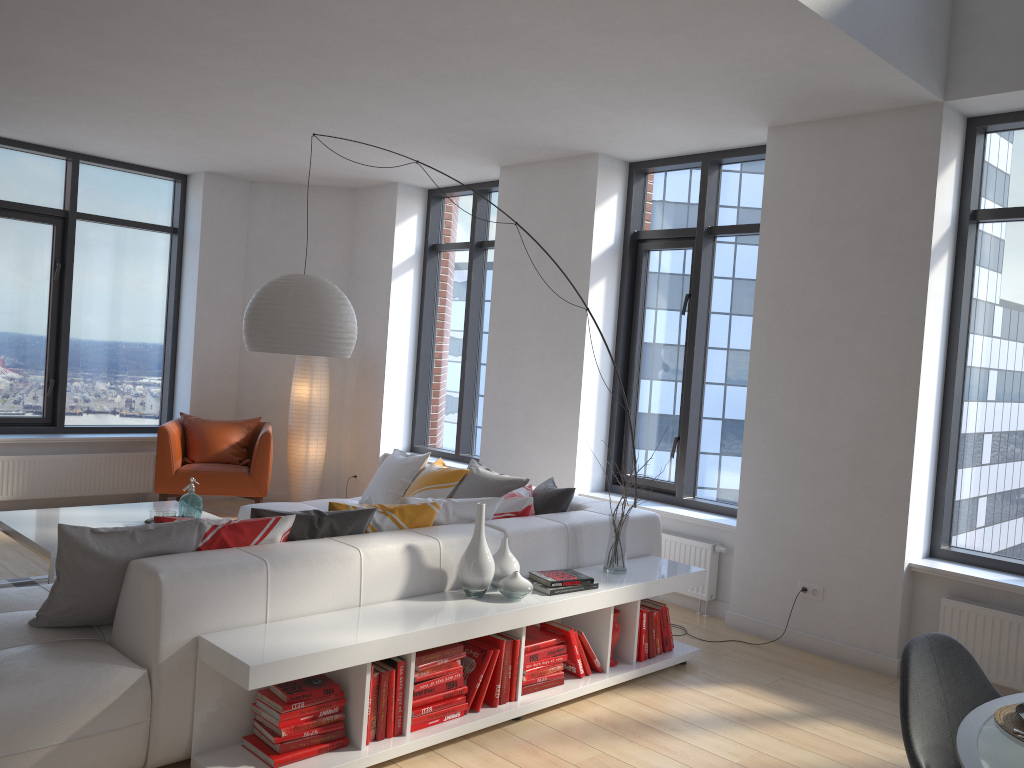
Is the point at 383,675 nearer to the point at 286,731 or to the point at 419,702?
the point at 419,702

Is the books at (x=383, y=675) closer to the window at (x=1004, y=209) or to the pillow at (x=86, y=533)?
the pillow at (x=86, y=533)

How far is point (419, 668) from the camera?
3.37m

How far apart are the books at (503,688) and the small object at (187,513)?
2.2m

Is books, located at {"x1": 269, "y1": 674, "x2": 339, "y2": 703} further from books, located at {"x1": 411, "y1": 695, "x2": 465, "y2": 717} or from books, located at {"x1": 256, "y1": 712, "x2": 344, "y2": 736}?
books, located at {"x1": 411, "y1": 695, "x2": 465, "y2": 717}

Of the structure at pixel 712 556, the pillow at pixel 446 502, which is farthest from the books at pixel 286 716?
the structure at pixel 712 556

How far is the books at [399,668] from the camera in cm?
331

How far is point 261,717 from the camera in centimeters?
313cm

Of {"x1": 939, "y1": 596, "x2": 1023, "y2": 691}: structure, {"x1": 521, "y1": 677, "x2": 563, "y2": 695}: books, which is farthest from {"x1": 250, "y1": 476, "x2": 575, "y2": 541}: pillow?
{"x1": 939, "y1": 596, "x2": 1023, "y2": 691}: structure

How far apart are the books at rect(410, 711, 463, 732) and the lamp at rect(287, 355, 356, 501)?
4.68m
